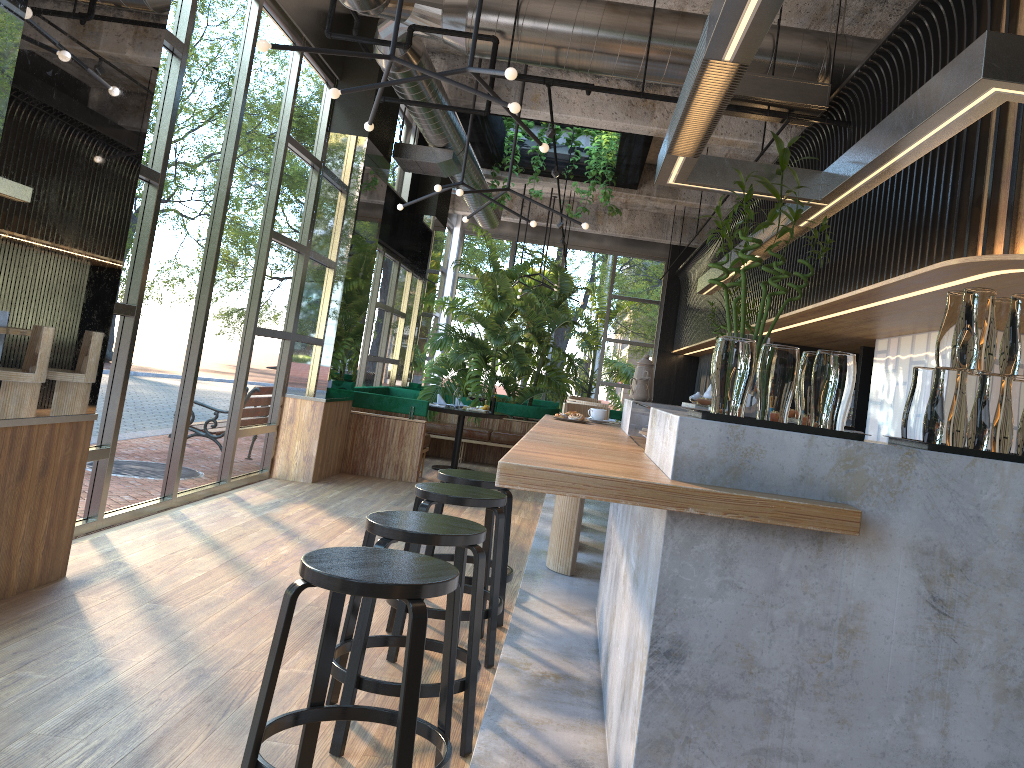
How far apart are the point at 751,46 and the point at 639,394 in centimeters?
195cm

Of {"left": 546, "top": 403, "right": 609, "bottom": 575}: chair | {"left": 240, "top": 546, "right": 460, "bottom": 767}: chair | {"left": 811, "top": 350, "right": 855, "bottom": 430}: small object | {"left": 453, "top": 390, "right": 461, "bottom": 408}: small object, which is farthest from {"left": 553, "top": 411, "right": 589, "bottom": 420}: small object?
{"left": 453, "top": 390, "right": 461, "bottom": 408}: small object

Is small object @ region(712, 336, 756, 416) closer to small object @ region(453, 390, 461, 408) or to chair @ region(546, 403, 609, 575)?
chair @ region(546, 403, 609, 575)

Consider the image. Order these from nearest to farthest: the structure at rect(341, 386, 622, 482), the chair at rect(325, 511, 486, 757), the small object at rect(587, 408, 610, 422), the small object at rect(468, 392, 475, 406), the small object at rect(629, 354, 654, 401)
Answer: the chair at rect(325, 511, 486, 757) → the small object at rect(629, 354, 654, 401) → the small object at rect(587, 408, 610, 422) → the structure at rect(341, 386, 622, 482) → the small object at rect(468, 392, 475, 406)

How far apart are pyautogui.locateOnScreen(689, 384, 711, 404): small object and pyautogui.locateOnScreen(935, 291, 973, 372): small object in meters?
Answer: 5.8

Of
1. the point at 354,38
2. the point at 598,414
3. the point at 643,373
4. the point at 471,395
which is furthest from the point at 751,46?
the point at 471,395

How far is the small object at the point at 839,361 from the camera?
2.16m

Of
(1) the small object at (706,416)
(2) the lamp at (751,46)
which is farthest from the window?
(1) the small object at (706,416)

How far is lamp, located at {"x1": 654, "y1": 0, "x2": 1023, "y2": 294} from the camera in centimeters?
260cm

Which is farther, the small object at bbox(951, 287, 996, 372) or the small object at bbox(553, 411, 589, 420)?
the small object at bbox(553, 411, 589, 420)
